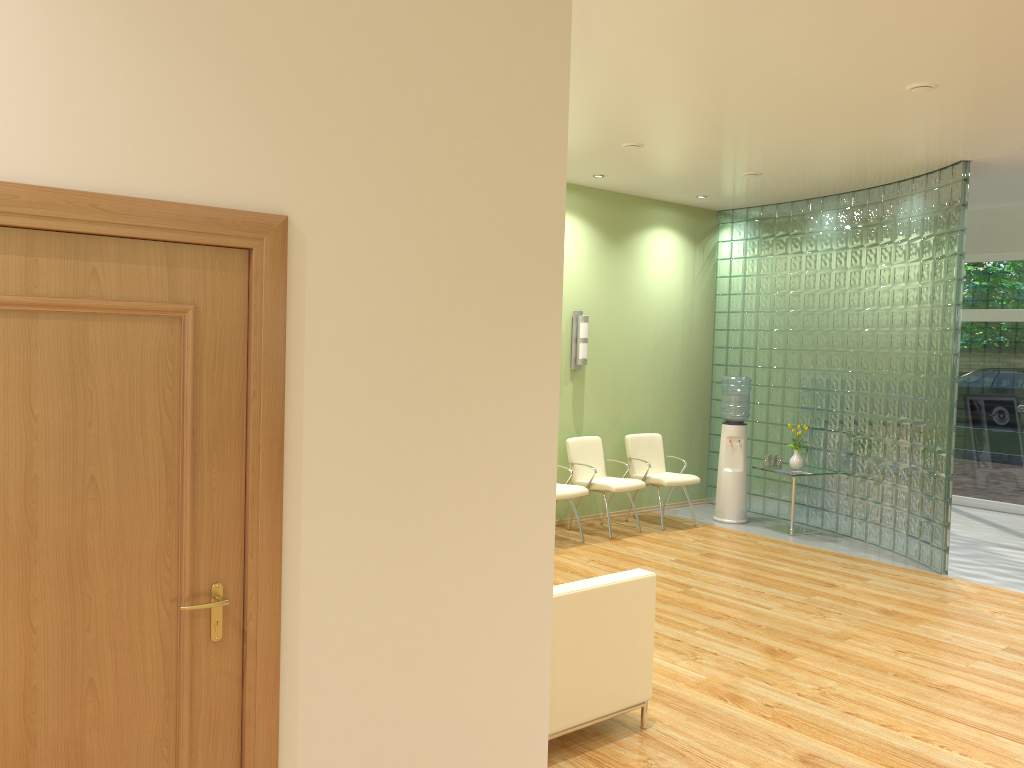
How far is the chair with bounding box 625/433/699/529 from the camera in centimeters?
877cm

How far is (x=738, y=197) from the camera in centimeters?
914cm

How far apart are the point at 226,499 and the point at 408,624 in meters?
0.7 m

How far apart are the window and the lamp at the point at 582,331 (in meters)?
5.07

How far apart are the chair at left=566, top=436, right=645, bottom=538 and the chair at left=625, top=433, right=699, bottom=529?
0.3m

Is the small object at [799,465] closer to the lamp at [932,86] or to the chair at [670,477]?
the chair at [670,477]

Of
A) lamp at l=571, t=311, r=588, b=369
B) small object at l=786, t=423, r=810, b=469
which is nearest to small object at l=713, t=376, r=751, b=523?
small object at l=786, t=423, r=810, b=469

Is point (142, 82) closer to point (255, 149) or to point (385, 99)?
point (255, 149)

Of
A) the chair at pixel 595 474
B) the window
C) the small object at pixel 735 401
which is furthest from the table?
the window

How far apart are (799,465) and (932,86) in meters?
4.4
